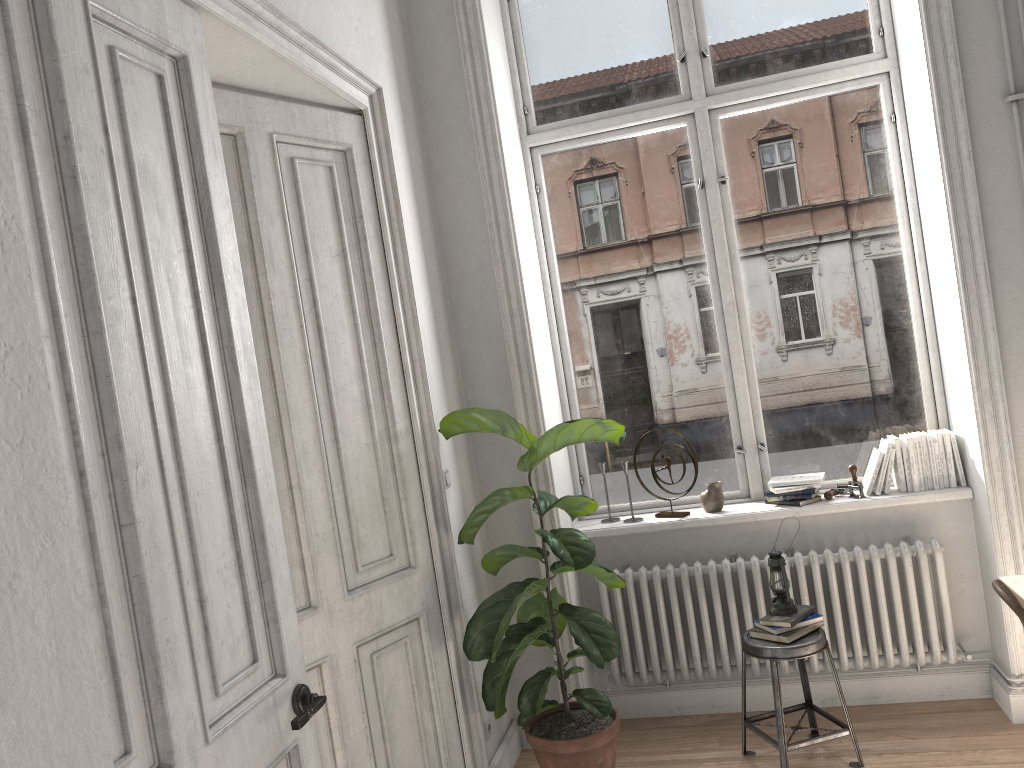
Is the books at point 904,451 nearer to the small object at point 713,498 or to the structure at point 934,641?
the structure at point 934,641

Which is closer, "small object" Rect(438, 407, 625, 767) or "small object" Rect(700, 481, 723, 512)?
"small object" Rect(438, 407, 625, 767)

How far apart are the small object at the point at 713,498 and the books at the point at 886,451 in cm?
68

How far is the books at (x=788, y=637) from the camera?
3.50m

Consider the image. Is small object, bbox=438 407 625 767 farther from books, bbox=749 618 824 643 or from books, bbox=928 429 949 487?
books, bbox=928 429 949 487

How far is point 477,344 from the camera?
4.08m

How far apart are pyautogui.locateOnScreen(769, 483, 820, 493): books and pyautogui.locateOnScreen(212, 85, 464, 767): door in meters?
1.7 m

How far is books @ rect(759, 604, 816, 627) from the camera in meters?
3.5 m

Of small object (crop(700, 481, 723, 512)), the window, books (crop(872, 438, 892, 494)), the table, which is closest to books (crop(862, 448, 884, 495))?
books (crop(872, 438, 892, 494))

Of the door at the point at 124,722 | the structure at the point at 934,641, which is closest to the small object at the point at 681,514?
the structure at the point at 934,641
